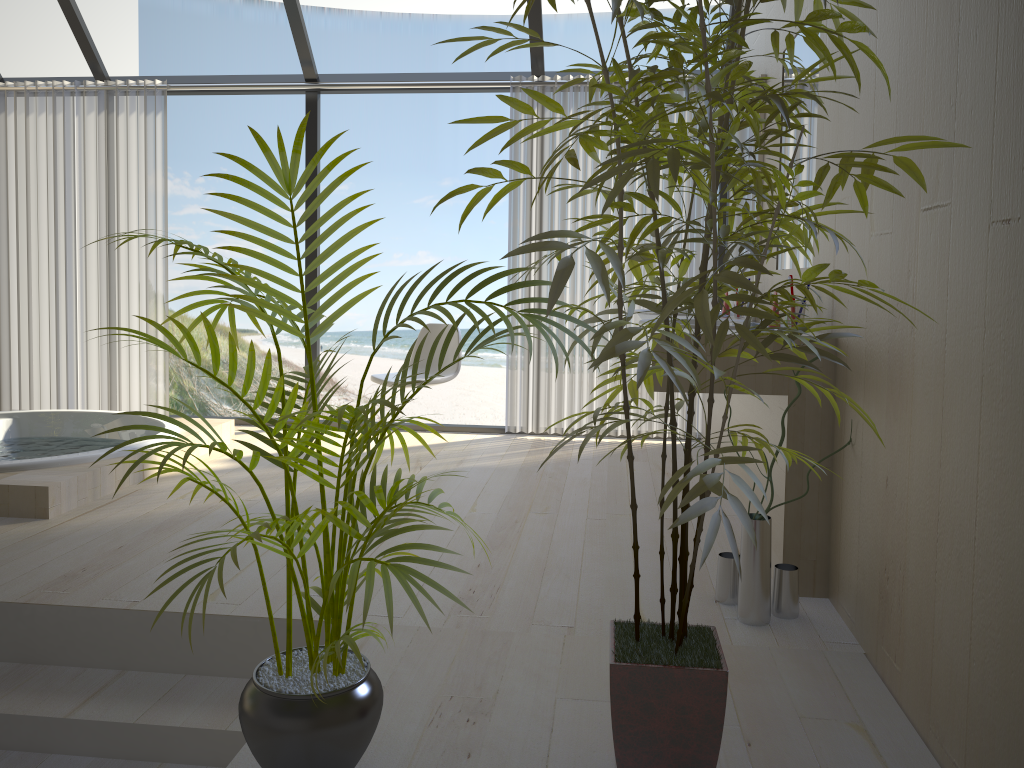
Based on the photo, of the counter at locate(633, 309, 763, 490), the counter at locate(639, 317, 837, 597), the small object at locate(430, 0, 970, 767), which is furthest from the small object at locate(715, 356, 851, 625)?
the counter at locate(633, 309, 763, 490)

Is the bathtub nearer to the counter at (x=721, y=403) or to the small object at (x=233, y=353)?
the small object at (x=233, y=353)

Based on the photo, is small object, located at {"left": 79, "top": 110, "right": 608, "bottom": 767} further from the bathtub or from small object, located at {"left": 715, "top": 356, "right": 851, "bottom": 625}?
the bathtub

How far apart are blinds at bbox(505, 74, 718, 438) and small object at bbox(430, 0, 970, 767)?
3.1 meters

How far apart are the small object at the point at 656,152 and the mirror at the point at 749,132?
2.1m

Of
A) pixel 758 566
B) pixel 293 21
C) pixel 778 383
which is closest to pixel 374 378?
pixel 293 21

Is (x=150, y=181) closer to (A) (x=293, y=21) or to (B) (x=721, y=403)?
(A) (x=293, y=21)

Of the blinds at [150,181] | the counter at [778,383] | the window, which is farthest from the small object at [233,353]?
the blinds at [150,181]

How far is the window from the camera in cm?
497

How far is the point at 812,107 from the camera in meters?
2.9 m
